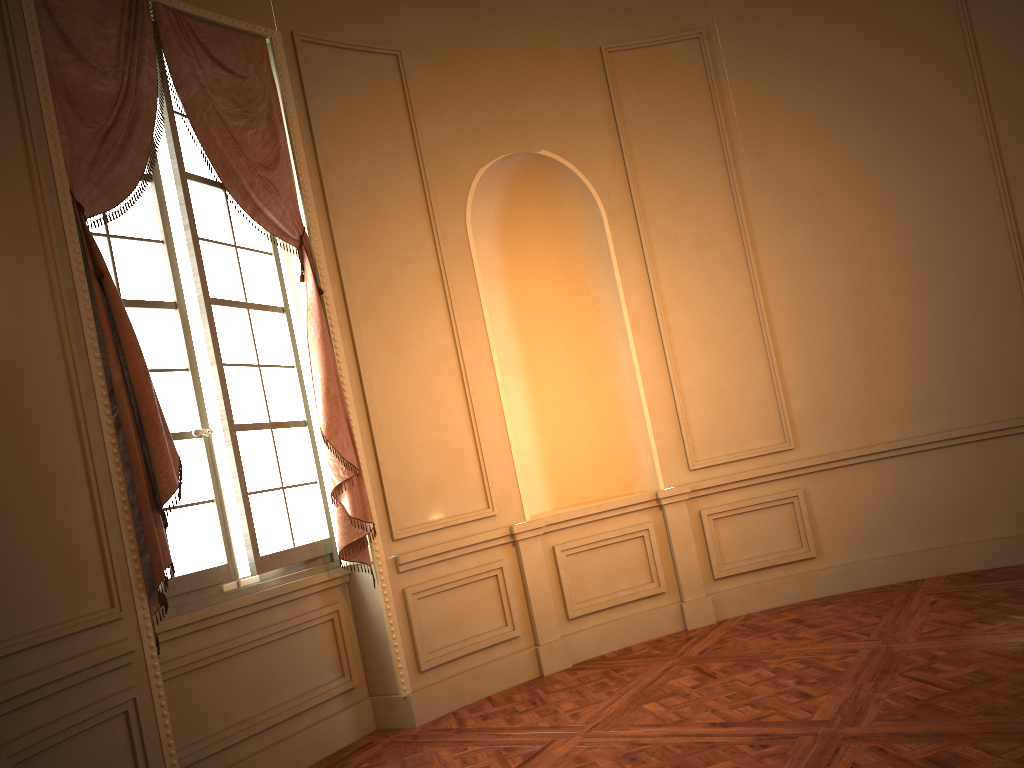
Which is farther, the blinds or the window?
the window

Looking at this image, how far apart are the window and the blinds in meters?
0.1 m

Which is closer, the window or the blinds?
the blinds

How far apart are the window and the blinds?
0.1m

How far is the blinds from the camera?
3.5 meters

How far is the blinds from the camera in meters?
3.5
